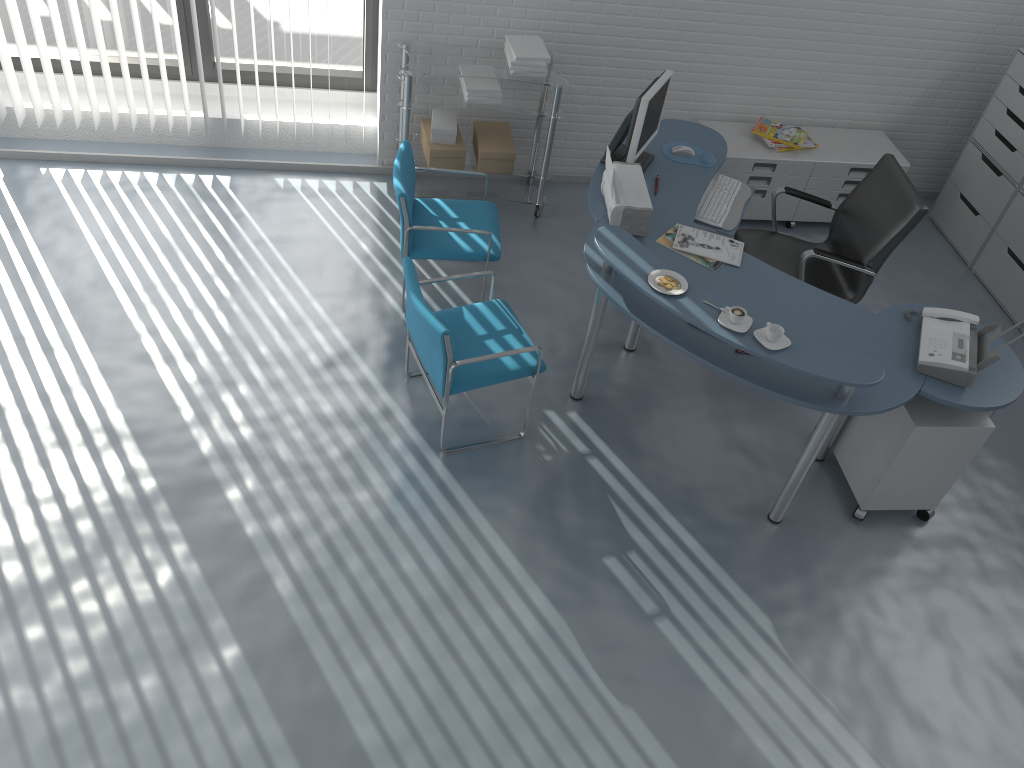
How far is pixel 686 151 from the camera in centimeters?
445cm

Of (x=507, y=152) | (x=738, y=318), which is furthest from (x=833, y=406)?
(x=507, y=152)

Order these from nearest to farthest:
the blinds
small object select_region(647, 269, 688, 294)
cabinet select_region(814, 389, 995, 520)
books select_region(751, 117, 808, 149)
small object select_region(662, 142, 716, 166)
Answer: small object select_region(647, 269, 688, 294), cabinet select_region(814, 389, 995, 520), small object select_region(662, 142, 716, 166), the blinds, books select_region(751, 117, 808, 149)

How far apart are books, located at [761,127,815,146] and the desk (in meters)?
0.68

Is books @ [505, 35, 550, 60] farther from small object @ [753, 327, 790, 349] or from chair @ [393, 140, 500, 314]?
small object @ [753, 327, 790, 349]

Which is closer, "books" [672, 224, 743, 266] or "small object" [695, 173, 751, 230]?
"books" [672, 224, 743, 266]

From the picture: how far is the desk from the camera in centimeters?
327cm

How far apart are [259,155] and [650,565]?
3.5 meters

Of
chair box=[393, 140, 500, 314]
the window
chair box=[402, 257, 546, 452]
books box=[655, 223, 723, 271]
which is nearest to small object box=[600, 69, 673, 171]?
books box=[655, 223, 723, 271]

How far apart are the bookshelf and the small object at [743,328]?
2.69m
